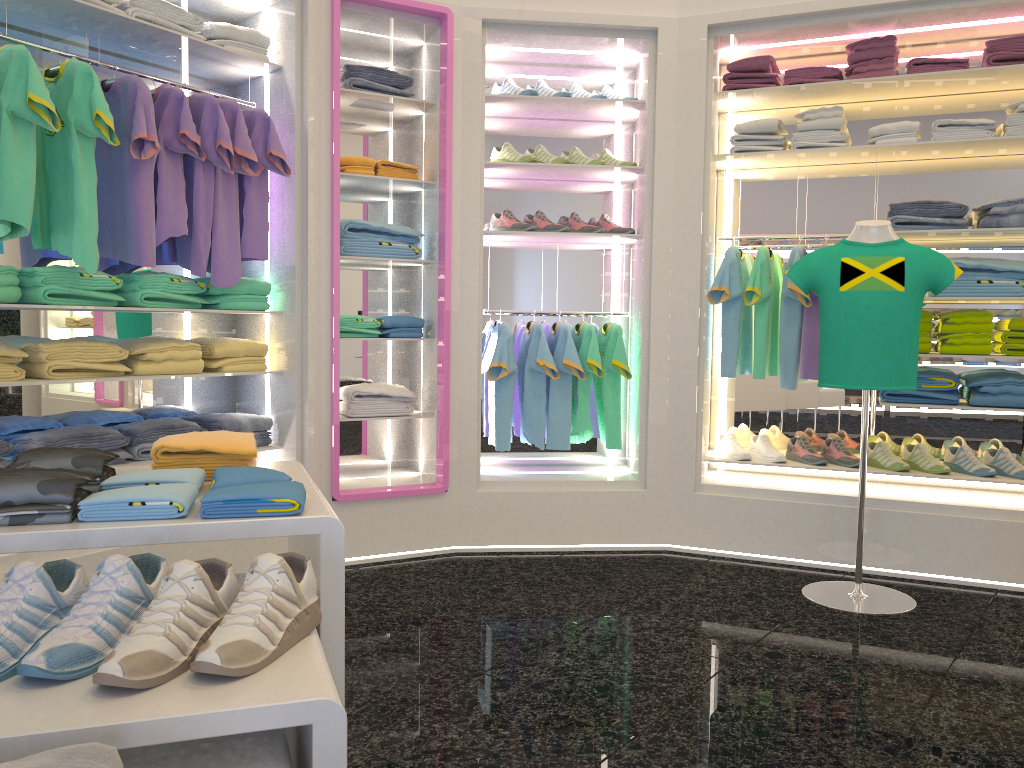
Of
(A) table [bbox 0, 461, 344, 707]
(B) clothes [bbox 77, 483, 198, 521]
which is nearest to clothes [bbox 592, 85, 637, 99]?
(A) table [bbox 0, 461, 344, 707]

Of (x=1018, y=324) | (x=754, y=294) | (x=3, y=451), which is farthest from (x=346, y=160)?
(x=1018, y=324)

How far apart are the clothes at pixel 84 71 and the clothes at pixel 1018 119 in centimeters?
367cm

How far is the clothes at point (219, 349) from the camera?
3.8 meters

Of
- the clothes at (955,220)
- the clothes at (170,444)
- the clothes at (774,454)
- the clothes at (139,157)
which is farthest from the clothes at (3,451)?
the clothes at (955,220)

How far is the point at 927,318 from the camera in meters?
4.1 m

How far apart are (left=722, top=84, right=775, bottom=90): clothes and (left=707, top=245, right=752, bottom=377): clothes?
0.80m

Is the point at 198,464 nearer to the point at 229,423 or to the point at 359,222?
the point at 229,423

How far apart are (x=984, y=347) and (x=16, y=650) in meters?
4.0

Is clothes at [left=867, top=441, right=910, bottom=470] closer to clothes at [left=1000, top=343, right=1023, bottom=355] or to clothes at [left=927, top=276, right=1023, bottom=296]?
A: clothes at [left=1000, top=343, right=1023, bottom=355]
